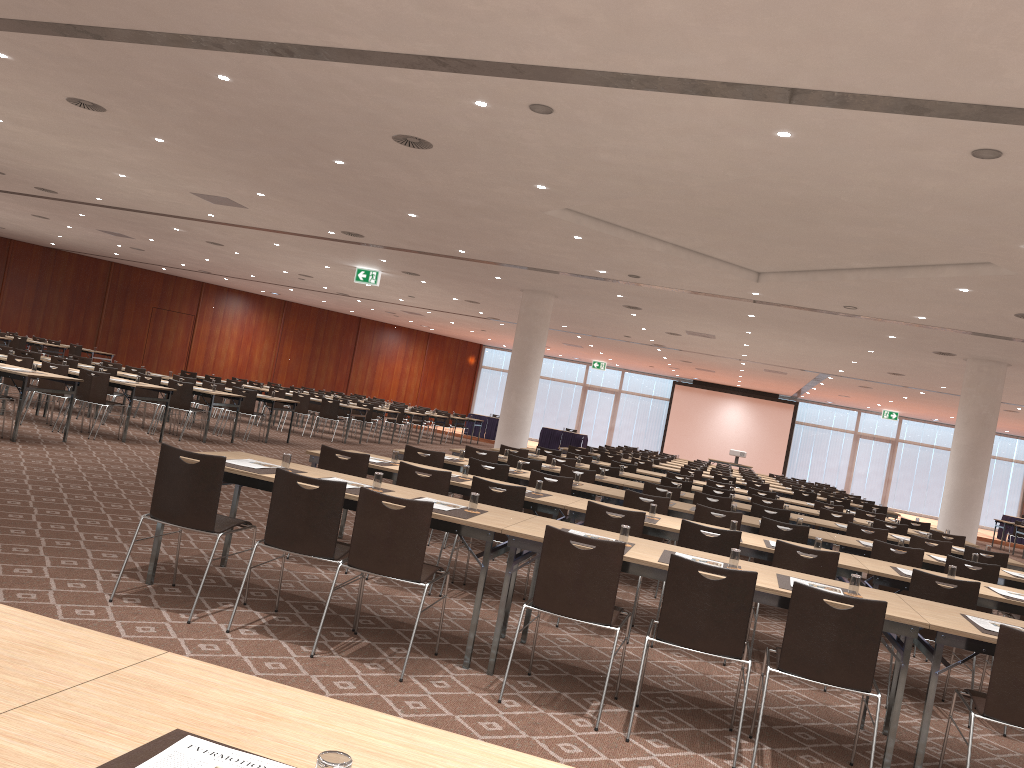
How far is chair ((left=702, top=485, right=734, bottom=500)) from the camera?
12.2m

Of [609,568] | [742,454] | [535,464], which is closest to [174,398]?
[535,464]

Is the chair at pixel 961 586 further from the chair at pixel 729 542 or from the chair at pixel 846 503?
the chair at pixel 846 503

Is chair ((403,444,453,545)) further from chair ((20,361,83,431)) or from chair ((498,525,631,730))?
chair ((20,361,83,431))

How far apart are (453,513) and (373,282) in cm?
1566

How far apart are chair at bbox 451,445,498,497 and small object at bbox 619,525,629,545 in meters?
5.8 m

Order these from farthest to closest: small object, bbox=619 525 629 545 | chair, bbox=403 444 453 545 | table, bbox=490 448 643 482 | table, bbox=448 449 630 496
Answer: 1. table, bbox=490 448 643 482
2. table, bbox=448 449 630 496
3. chair, bbox=403 444 453 545
4. small object, bbox=619 525 629 545

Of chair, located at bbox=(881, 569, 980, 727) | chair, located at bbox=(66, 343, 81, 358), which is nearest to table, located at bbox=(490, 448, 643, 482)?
chair, located at bbox=(881, 569, 980, 727)

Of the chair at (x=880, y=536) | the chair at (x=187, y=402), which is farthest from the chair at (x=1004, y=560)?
the chair at (x=187, y=402)

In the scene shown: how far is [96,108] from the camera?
10.22m
